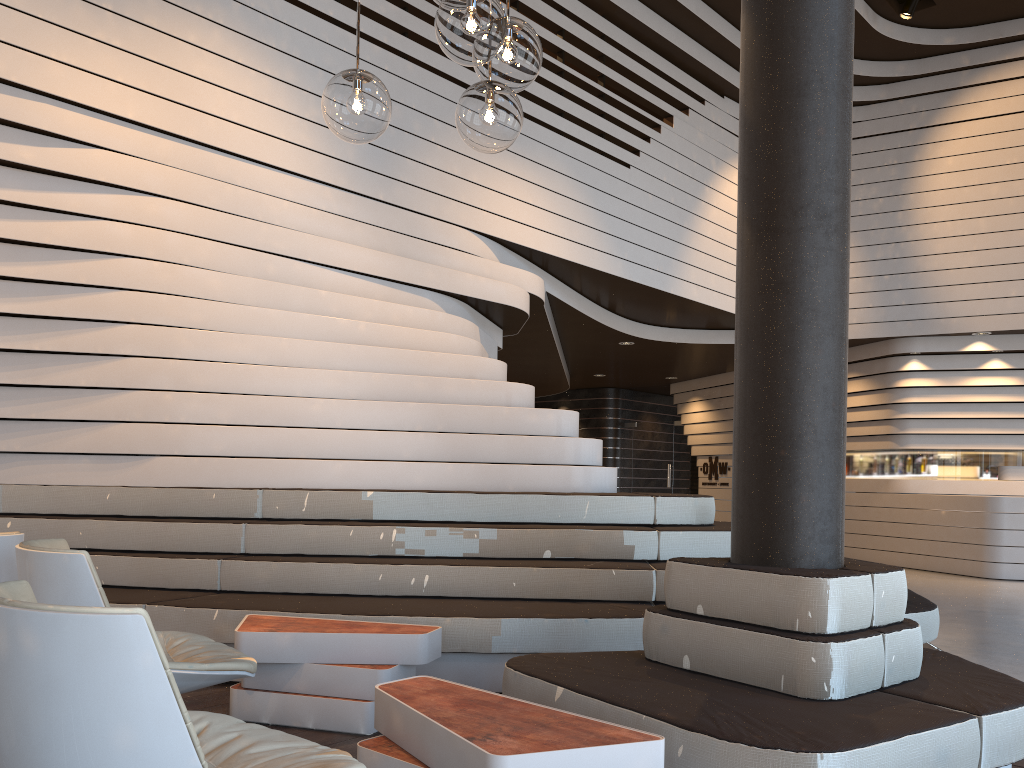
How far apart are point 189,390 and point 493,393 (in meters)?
1.85

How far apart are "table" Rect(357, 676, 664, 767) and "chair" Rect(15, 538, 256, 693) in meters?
0.5 m

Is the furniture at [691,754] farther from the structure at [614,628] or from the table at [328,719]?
the structure at [614,628]

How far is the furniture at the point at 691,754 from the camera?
2.2 meters

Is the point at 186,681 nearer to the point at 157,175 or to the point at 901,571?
the point at 901,571

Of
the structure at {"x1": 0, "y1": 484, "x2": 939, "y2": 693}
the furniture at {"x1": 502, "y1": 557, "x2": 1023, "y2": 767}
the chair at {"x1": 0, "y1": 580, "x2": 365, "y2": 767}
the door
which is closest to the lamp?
the chair at {"x1": 0, "y1": 580, "x2": 365, "y2": 767}

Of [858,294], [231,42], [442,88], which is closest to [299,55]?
[231,42]

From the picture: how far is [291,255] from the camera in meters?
5.6 m

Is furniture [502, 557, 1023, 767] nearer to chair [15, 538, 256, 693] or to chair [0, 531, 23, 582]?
chair [15, 538, 256, 693]

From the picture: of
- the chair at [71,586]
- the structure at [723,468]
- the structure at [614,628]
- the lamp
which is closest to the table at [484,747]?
the chair at [71,586]
